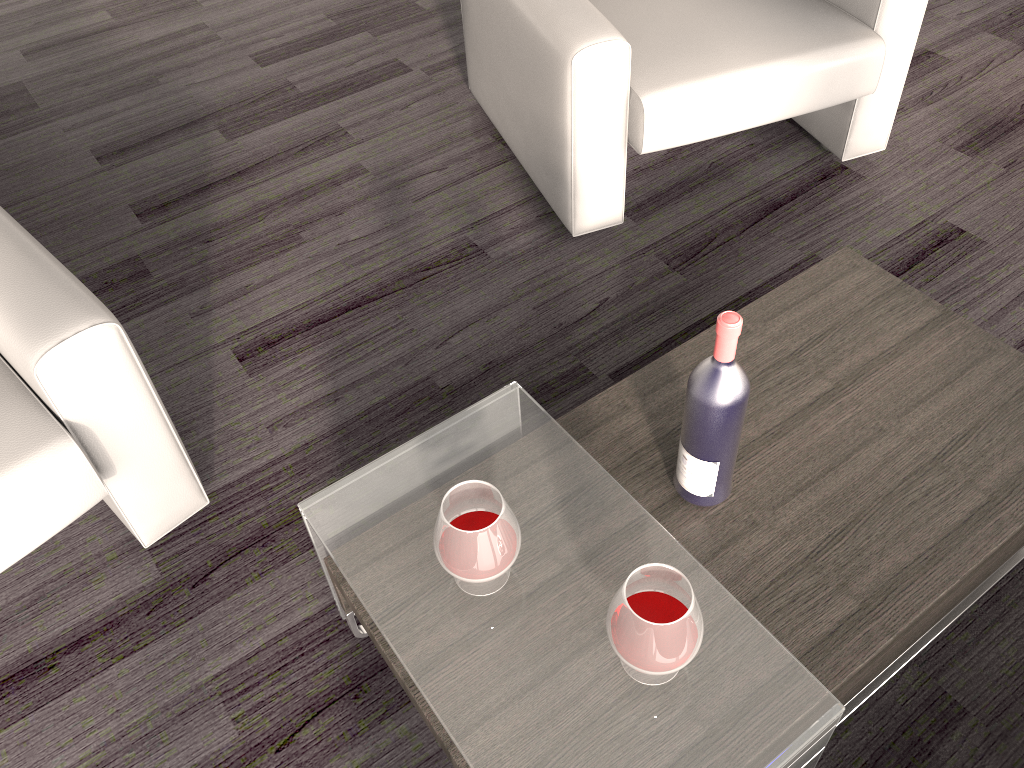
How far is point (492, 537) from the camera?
1.1 meters

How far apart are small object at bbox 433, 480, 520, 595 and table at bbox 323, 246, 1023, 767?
0.15m

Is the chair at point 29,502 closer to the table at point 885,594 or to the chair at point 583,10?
the table at point 885,594

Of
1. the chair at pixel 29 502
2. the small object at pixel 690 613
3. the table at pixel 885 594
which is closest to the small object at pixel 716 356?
the table at pixel 885 594

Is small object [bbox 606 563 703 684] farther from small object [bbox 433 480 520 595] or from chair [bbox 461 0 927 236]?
chair [bbox 461 0 927 236]

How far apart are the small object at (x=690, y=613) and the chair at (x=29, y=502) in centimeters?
85cm

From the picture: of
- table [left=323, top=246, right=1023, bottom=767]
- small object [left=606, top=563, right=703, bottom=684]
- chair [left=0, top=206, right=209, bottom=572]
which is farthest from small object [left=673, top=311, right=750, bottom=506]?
chair [left=0, top=206, right=209, bottom=572]

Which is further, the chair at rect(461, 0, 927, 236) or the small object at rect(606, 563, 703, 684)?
the chair at rect(461, 0, 927, 236)

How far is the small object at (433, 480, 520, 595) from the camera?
1.1 meters

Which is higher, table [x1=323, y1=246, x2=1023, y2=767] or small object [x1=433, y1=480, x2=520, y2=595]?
small object [x1=433, y1=480, x2=520, y2=595]
